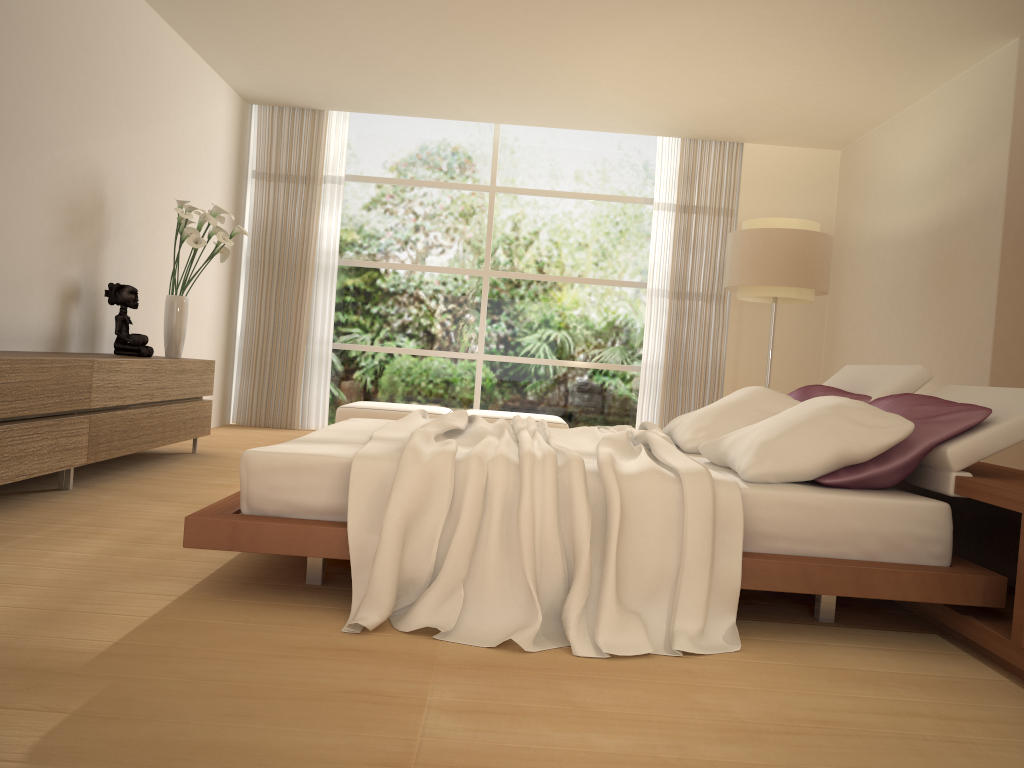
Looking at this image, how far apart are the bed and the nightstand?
0.1 meters

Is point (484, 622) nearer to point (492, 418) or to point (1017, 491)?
point (1017, 491)

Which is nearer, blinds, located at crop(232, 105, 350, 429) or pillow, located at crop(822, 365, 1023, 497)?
pillow, located at crop(822, 365, 1023, 497)

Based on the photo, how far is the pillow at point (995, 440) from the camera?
2.90m

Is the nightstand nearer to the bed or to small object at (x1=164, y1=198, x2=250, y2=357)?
the bed

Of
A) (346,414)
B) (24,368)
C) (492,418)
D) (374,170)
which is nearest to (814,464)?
(24,368)

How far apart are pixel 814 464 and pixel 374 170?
6.85m

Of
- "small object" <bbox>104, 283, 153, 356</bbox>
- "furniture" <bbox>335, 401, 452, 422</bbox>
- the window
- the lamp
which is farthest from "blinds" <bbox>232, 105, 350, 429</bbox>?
the lamp

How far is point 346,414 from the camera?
7.5 meters

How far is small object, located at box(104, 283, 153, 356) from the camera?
5.5m
